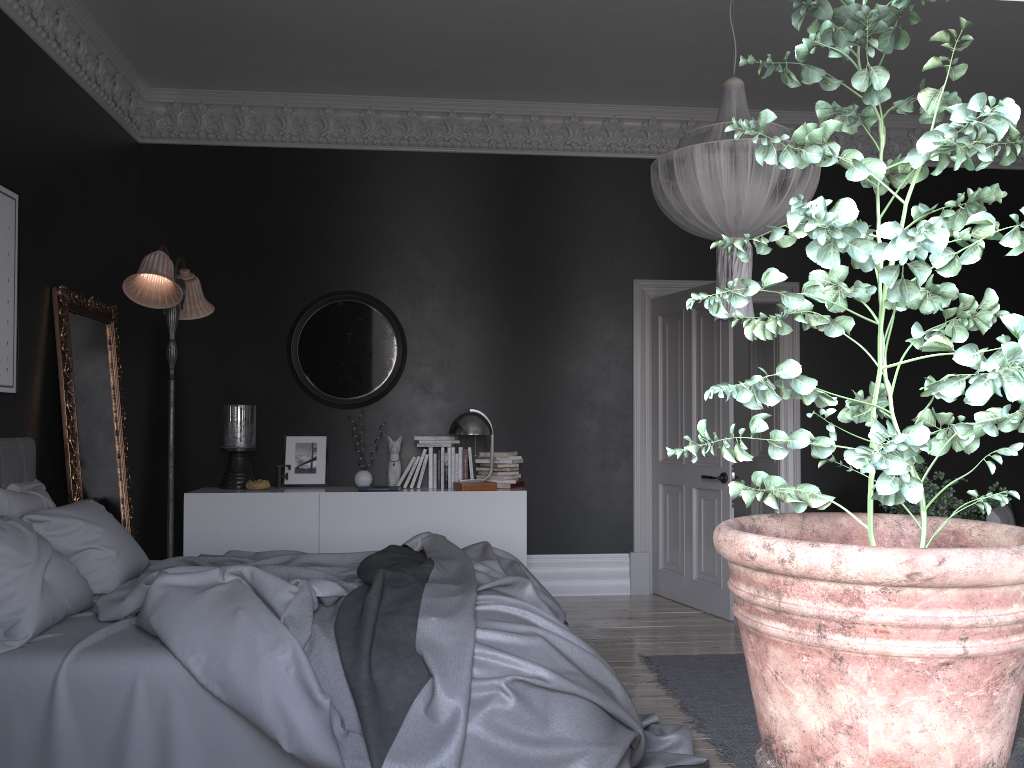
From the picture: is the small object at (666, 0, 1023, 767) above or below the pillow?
above

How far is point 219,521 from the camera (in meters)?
6.16

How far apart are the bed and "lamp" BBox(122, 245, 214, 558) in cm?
97

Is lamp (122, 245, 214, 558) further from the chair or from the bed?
the chair

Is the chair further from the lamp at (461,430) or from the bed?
the lamp at (461,430)

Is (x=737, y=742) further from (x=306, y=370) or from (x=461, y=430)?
(x=306, y=370)

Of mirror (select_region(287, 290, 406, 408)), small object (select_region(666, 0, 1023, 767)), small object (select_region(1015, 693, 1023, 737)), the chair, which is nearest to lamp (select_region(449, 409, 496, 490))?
mirror (select_region(287, 290, 406, 408))

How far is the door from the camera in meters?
6.3 m

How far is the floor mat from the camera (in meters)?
3.77

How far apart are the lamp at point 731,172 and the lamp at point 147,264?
2.7 meters
